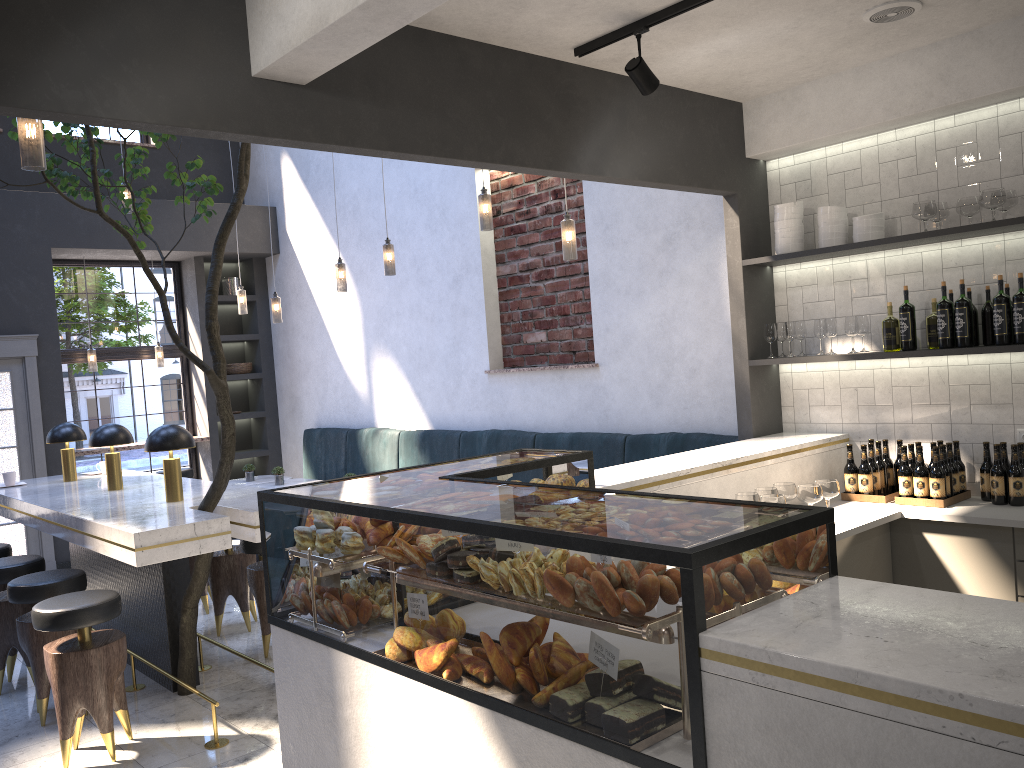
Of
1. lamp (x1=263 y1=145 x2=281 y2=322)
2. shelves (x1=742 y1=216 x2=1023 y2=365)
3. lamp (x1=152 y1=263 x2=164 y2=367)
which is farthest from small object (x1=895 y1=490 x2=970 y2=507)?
lamp (x1=152 y1=263 x2=164 y2=367)

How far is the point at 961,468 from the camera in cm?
425

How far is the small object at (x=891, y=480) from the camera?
4.5m

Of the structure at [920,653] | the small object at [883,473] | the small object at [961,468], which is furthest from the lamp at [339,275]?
the small object at [961,468]

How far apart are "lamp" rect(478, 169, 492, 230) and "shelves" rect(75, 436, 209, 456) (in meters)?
5.16

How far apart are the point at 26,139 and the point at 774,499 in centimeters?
321cm

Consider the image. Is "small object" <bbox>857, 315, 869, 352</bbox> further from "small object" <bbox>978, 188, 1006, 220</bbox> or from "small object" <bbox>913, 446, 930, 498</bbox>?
"small object" <bbox>978, 188, 1006, 220</bbox>

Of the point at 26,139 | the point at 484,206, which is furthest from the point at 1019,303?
the point at 26,139

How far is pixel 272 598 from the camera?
3.0m

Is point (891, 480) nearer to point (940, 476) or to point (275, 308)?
point (940, 476)
